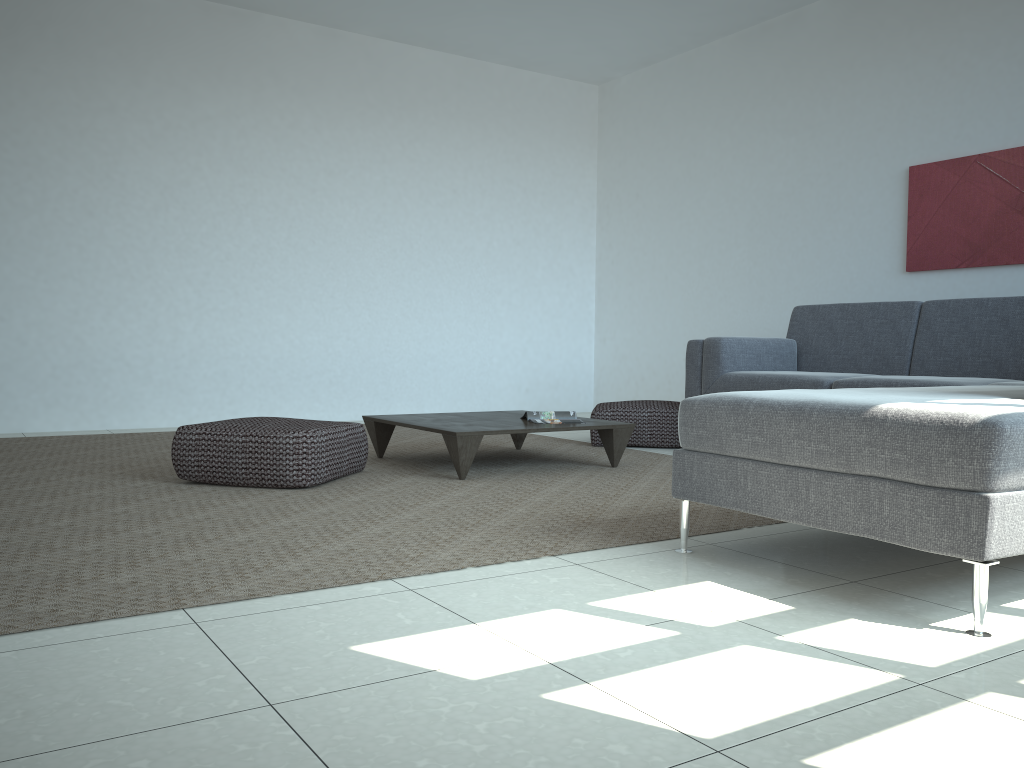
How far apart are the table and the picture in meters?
2.4 m

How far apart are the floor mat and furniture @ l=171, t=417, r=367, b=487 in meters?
0.0

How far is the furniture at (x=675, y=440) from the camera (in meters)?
5.21

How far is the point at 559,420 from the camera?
4.40m

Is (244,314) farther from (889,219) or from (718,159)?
(889,219)

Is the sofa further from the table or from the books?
the books

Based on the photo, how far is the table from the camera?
3.9m

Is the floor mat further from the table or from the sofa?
the sofa

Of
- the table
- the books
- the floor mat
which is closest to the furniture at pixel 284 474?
the floor mat

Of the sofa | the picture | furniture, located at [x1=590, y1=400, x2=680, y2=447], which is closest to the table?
furniture, located at [x1=590, y1=400, x2=680, y2=447]
